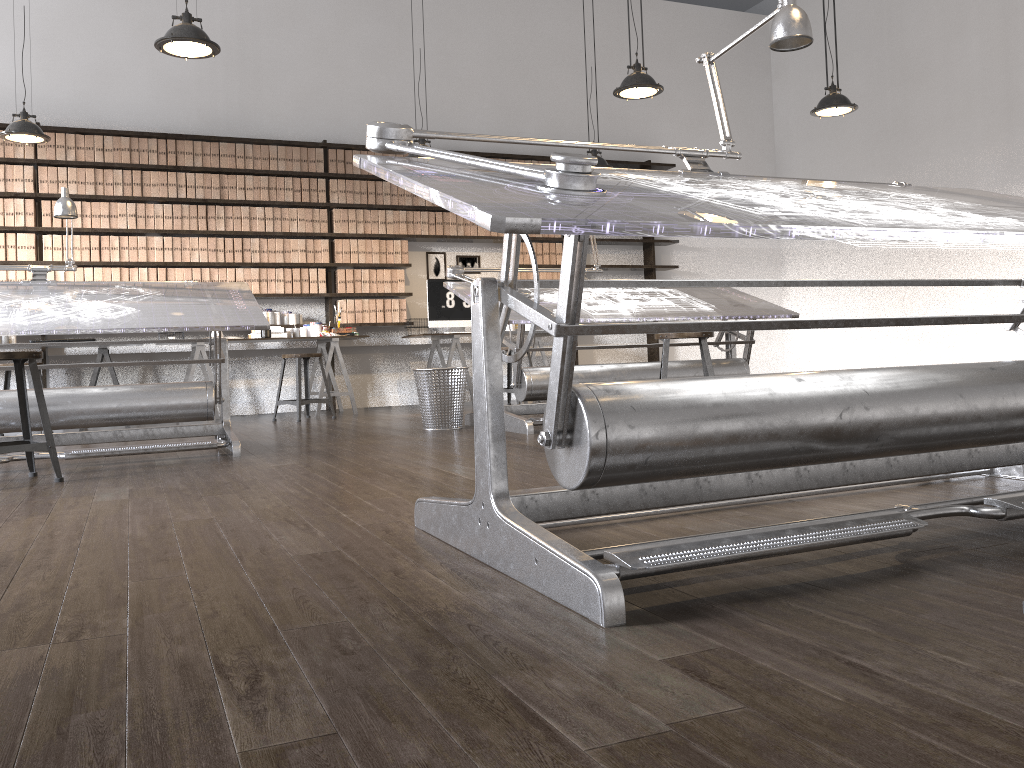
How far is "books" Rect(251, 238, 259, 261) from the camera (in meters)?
7.71

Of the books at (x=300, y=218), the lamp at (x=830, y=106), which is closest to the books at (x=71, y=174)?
the books at (x=300, y=218)

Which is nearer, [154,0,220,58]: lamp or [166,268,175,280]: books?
[154,0,220,58]: lamp

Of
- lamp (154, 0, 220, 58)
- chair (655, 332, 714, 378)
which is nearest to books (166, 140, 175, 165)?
lamp (154, 0, 220, 58)

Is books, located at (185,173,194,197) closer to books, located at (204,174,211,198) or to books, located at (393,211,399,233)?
books, located at (204,174,211,198)

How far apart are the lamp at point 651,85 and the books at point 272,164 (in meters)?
3.61

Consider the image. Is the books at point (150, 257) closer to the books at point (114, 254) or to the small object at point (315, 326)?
the books at point (114, 254)

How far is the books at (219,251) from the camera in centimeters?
759cm

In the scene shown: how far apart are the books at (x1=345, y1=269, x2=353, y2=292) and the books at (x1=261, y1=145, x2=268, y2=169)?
1.2 meters

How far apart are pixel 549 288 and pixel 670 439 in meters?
4.0
